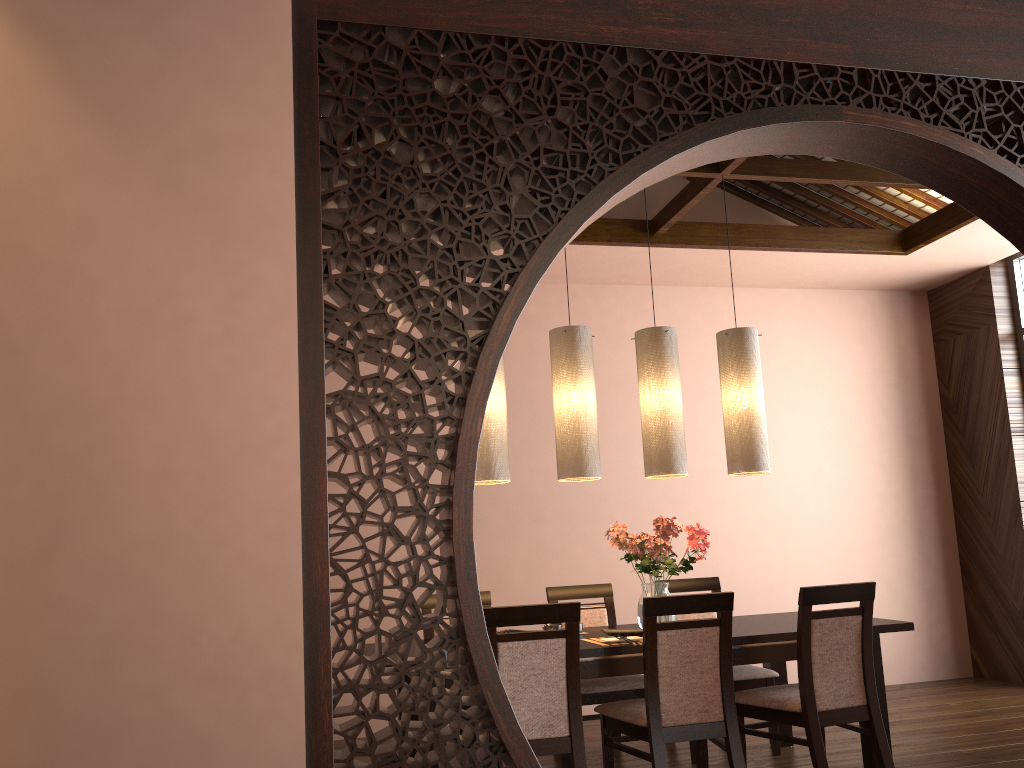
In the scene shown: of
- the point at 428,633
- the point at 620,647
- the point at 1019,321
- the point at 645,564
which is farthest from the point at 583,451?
the point at 1019,321

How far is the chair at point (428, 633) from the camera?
4.4 meters

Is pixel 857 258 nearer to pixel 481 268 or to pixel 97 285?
pixel 481 268

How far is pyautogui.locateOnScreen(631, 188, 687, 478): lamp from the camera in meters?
4.1

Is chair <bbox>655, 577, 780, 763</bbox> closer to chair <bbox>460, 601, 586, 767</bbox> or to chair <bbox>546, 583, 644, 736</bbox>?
chair <bbox>546, 583, 644, 736</bbox>

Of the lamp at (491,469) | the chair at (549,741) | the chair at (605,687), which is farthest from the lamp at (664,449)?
the chair at (549,741)

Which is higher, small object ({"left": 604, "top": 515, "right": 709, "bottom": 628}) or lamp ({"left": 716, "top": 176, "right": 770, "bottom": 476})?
lamp ({"left": 716, "top": 176, "right": 770, "bottom": 476})

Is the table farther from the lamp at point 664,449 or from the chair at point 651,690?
the lamp at point 664,449

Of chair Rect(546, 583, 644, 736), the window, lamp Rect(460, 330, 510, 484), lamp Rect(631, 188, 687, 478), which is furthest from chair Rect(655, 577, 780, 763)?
the window

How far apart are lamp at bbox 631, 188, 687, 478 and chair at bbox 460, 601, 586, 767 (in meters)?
1.04
